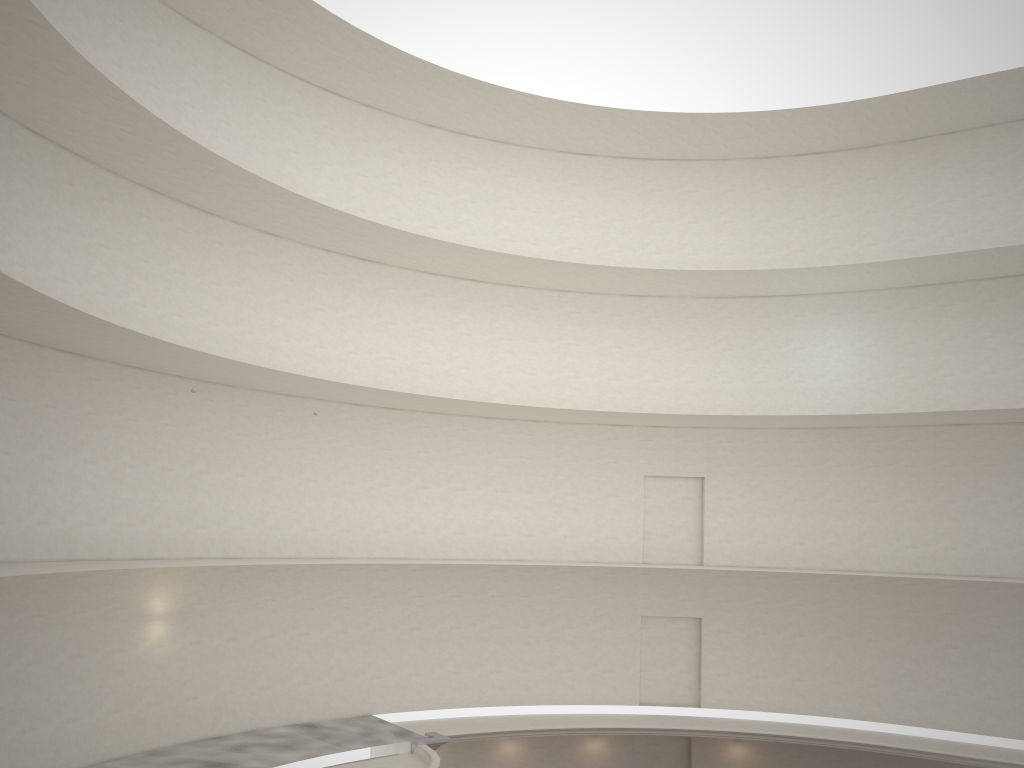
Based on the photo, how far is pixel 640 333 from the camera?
27.42m
